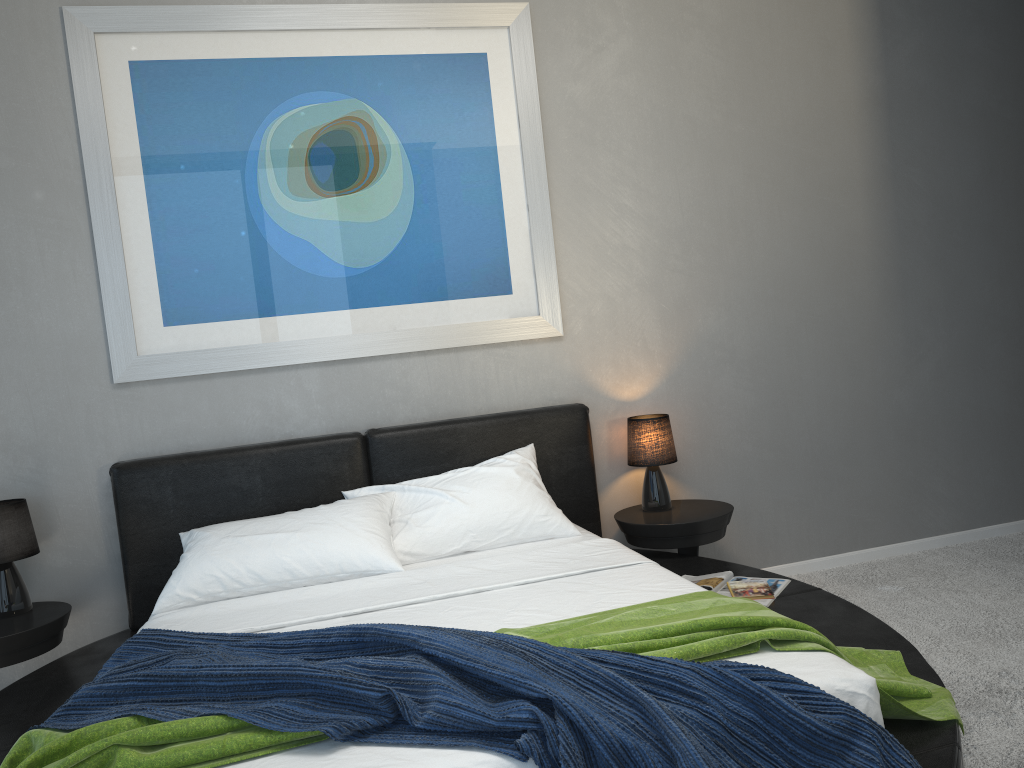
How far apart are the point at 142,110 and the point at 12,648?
1.98m

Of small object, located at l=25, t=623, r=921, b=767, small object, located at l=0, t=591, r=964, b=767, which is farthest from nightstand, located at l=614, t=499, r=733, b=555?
small object, located at l=25, t=623, r=921, b=767

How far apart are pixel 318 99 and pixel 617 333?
1.6m

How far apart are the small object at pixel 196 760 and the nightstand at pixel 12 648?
1.2m

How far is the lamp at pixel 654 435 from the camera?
3.69m

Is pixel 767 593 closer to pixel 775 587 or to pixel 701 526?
pixel 775 587

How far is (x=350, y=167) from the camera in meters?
3.6

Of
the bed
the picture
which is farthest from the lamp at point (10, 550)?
the picture

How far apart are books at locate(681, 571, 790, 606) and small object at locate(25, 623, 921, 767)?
1.1 meters

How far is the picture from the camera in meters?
3.4
